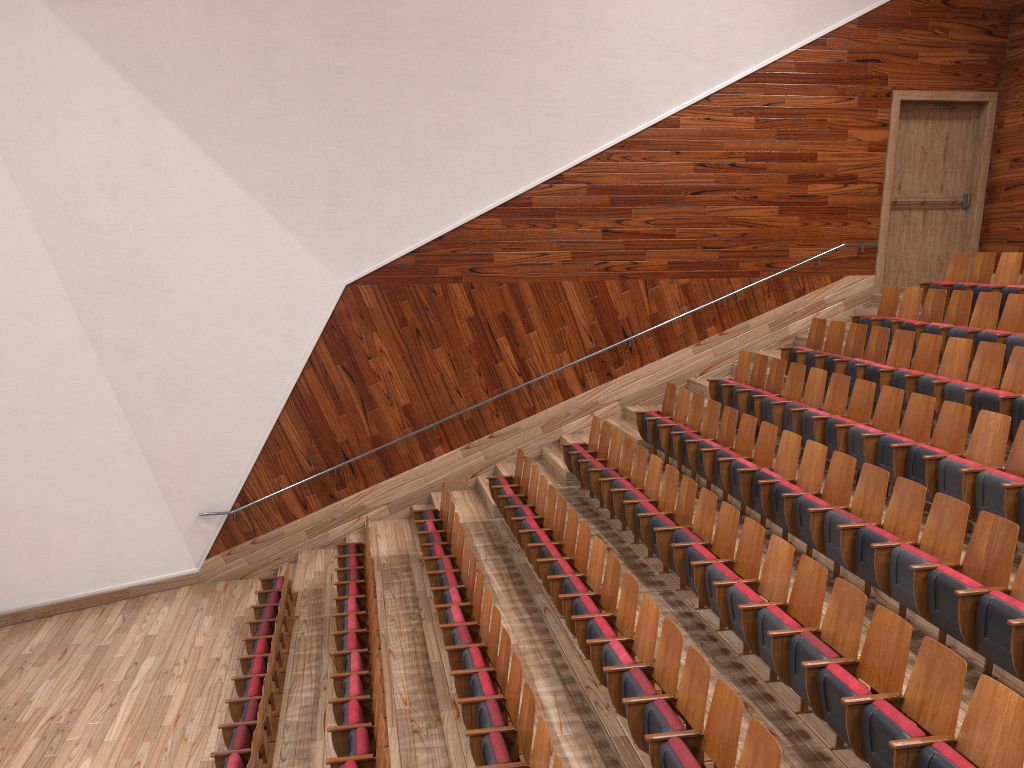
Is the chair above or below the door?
below

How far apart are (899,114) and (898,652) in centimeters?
90cm

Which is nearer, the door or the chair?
the chair

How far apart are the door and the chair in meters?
0.1 m

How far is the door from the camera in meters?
1.1 m

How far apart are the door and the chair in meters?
0.1

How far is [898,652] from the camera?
0.4 meters

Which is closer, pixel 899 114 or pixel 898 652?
pixel 898 652

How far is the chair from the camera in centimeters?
41cm

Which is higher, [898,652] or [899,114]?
[899,114]
